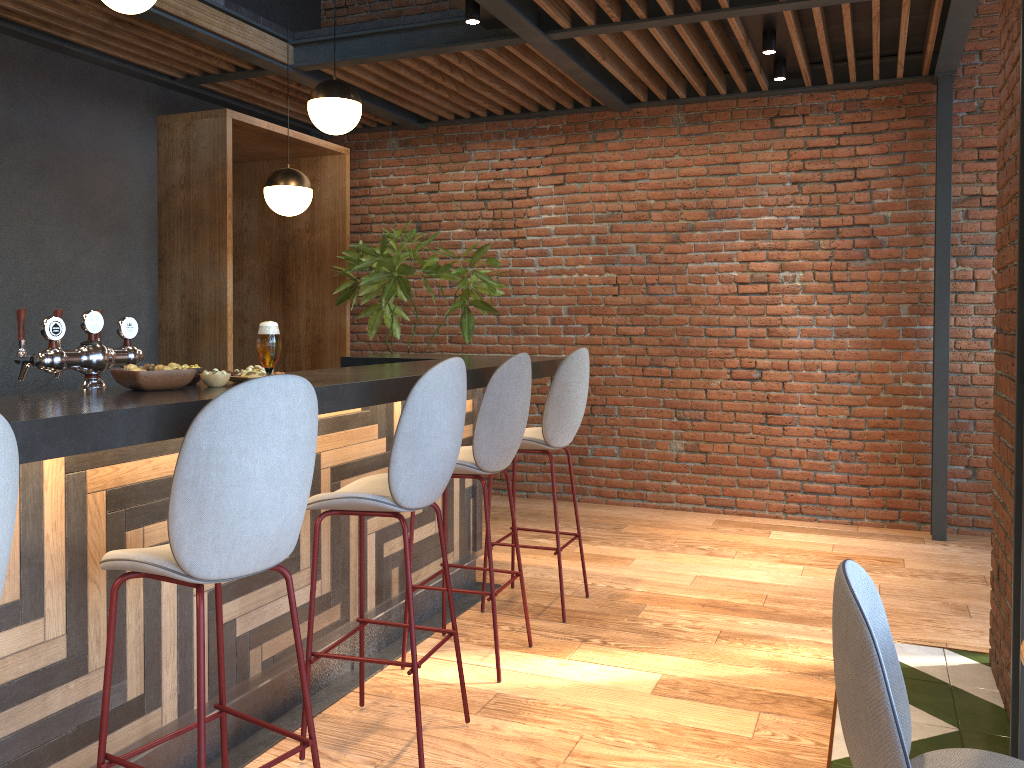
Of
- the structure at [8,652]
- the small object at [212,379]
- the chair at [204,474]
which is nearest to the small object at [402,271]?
the structure at [8,652]

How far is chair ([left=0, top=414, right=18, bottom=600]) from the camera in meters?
1.5 m

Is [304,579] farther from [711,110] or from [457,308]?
[711,110]

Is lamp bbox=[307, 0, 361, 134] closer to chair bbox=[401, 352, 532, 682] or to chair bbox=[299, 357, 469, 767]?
chair bbox=[401, 352, 532, 682]

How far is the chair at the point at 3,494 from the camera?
1.5 meters

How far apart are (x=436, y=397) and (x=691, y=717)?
1.5m

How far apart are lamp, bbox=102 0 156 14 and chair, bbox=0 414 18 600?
2.8 meters

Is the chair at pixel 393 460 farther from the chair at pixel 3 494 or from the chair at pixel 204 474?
the chair at pixel 3 494

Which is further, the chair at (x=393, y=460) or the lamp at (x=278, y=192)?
the lamp at (x=278, y=192)

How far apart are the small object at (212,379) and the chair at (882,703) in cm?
166
